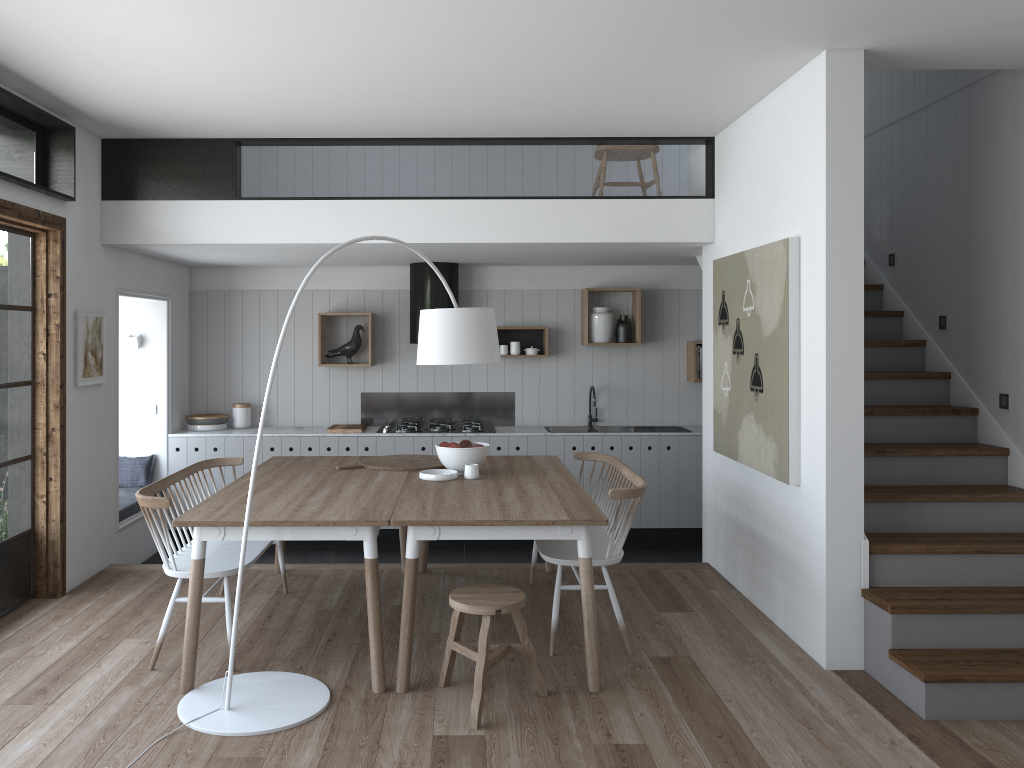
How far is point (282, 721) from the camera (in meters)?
3.52

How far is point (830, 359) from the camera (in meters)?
4.13

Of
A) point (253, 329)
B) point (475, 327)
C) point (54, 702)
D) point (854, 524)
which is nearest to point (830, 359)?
point (854, 524)

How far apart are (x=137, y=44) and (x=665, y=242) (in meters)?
3.37

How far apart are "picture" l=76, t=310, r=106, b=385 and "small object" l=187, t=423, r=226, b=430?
1.7m

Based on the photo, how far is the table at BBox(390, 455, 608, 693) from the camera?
3.8m

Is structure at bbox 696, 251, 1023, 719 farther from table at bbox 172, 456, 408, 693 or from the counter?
table at bbox 172, 456, 408, 693

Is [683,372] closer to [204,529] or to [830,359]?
[830,359]

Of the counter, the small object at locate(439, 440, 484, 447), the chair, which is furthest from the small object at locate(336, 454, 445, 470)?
the counter

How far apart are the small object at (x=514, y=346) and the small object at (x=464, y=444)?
2.4m
